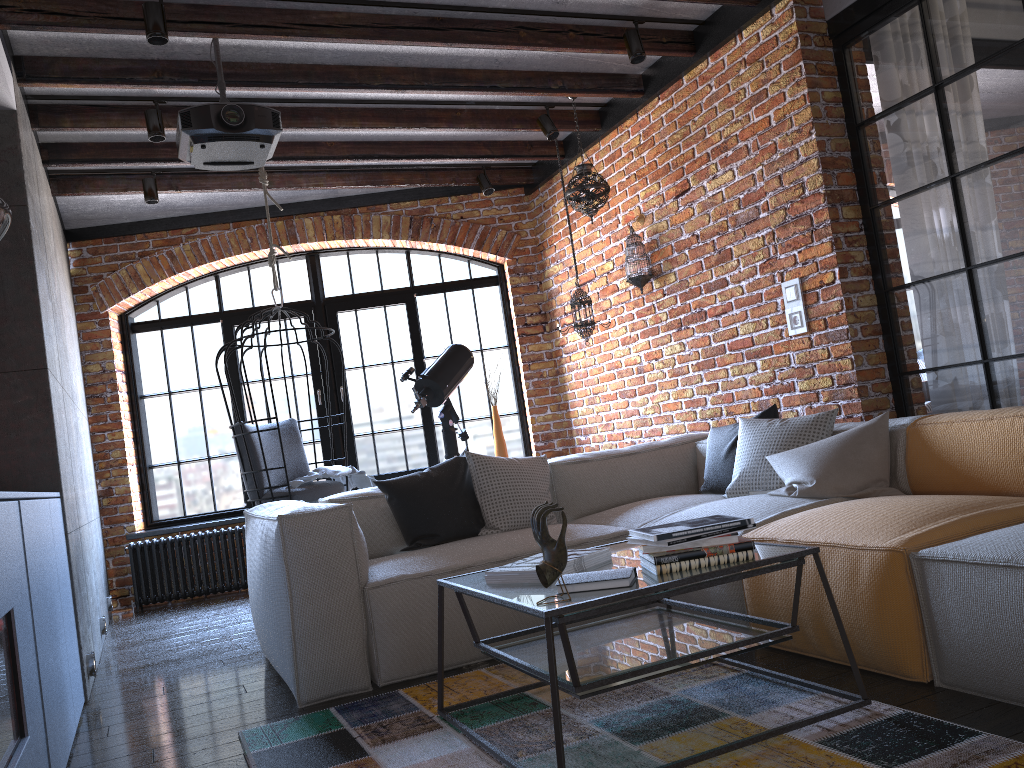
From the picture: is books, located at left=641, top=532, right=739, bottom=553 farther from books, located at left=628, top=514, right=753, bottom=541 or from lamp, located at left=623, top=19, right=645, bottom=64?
lamp, located at left=623, top=19, right=645, bottom=64

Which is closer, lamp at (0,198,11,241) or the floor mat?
the floor mat

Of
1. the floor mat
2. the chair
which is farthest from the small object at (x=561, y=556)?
the chair

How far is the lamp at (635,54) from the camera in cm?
430

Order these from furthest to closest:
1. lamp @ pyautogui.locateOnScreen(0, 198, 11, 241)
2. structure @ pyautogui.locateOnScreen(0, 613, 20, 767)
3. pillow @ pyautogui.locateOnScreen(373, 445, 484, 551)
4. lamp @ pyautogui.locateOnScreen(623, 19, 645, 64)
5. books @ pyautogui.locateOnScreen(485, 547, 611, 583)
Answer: lamp @ pyautogui.locateOnScreen(623, 19, 645, 64)
pillow @ pyautogui.locateOnScreen(373, 445, 484, 551)
lamp @ pyautogui.locateOnScreen(0, 198, 11, 241)
books @ pyautogui.locateOnScreen(485, 547, 611, 583)
structure @ pyautogui.locateOnScreen(0, 613, 20, 767)

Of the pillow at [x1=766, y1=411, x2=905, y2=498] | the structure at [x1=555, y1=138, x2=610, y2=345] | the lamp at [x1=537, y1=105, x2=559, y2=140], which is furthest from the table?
the lamp at [x1=537, y1=105, x2=559, y2=140]

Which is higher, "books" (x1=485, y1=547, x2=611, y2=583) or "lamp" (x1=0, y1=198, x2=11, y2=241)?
"lamp" (x1=0, y1=198, x2=11, y2=241)

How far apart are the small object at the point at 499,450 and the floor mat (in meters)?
3.50

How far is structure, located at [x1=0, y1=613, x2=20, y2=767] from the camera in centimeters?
185cm

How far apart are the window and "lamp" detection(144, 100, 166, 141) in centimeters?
225cm
